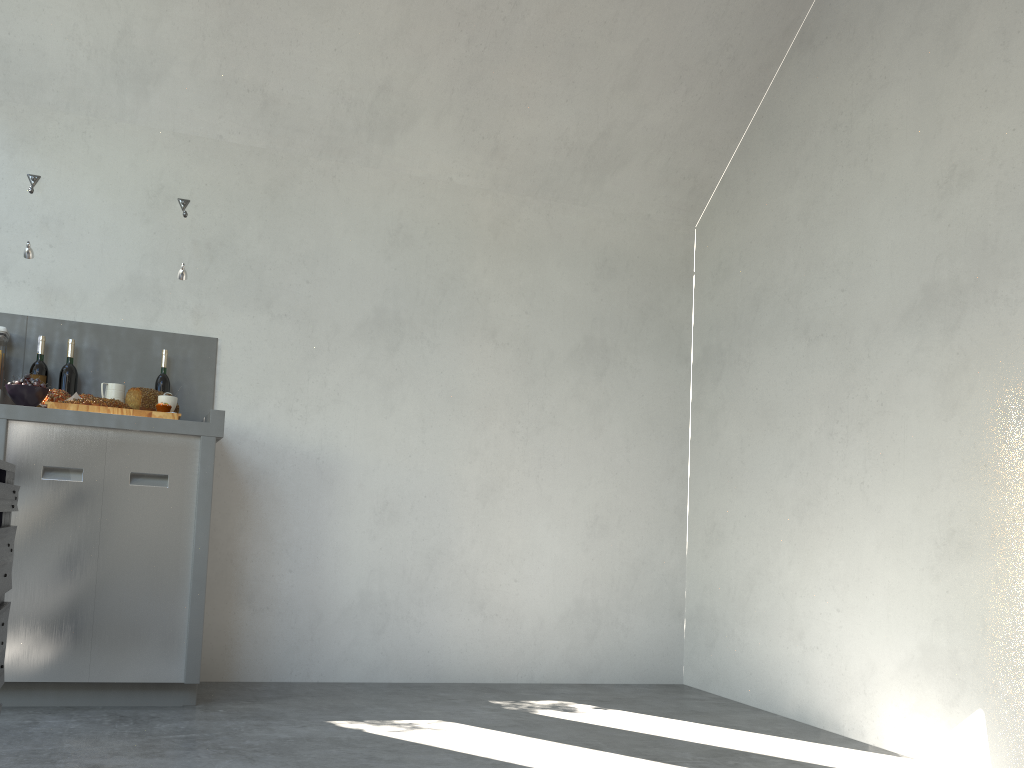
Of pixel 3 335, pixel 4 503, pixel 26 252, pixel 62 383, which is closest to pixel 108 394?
pixel 62 383

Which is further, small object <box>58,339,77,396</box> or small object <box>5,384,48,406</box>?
small object <box>58,339,77,396</box>

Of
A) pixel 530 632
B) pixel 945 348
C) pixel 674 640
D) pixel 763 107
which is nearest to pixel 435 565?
pixel 530 632

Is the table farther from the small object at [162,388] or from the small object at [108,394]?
the small object at [162,388]

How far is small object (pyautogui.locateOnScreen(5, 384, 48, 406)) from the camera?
2.9 meters

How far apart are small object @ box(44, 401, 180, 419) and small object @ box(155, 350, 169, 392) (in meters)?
0.46

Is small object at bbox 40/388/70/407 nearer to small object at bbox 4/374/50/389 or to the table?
small object at bbox 4/374/50/389

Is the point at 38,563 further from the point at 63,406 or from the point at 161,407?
the point at 161,407

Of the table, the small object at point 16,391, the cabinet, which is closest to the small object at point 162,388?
the cabinet

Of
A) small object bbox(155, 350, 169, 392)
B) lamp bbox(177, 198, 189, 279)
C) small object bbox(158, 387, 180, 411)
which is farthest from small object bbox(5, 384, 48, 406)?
lamp bbox(177, 198, 189, 279)
